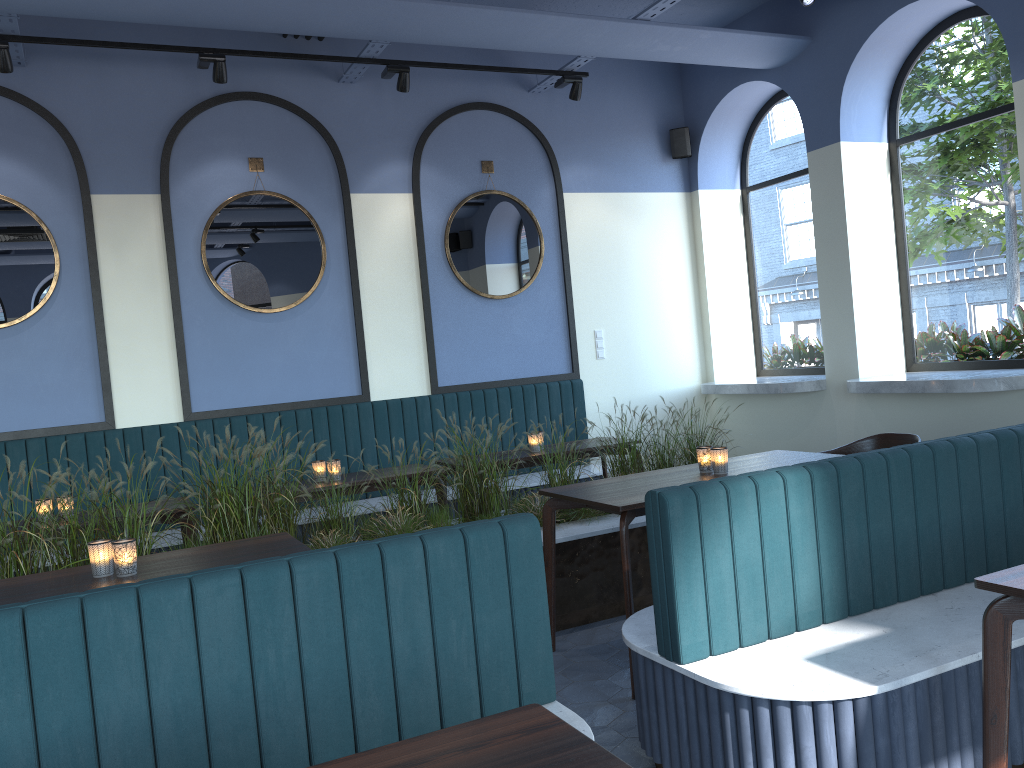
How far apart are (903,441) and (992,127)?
2.5m

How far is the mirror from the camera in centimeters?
556cm

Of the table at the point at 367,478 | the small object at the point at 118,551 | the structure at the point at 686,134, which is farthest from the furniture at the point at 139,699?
the structure at the point at 686,134

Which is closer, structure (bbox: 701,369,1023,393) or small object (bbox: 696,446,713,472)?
small object (bbox: 696,446,713,472)

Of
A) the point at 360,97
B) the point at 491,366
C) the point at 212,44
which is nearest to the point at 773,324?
the point at 491,366

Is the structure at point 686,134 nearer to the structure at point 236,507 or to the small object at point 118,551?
the structure at point 236,507

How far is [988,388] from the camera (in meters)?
5.15

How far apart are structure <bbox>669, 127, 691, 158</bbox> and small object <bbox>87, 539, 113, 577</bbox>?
5.9 meters

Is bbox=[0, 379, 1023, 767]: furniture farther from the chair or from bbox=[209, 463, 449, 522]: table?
the chair

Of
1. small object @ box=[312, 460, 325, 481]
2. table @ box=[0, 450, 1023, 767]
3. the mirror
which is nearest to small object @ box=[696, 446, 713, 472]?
table @ box=[0, 450, 1023, 767]
